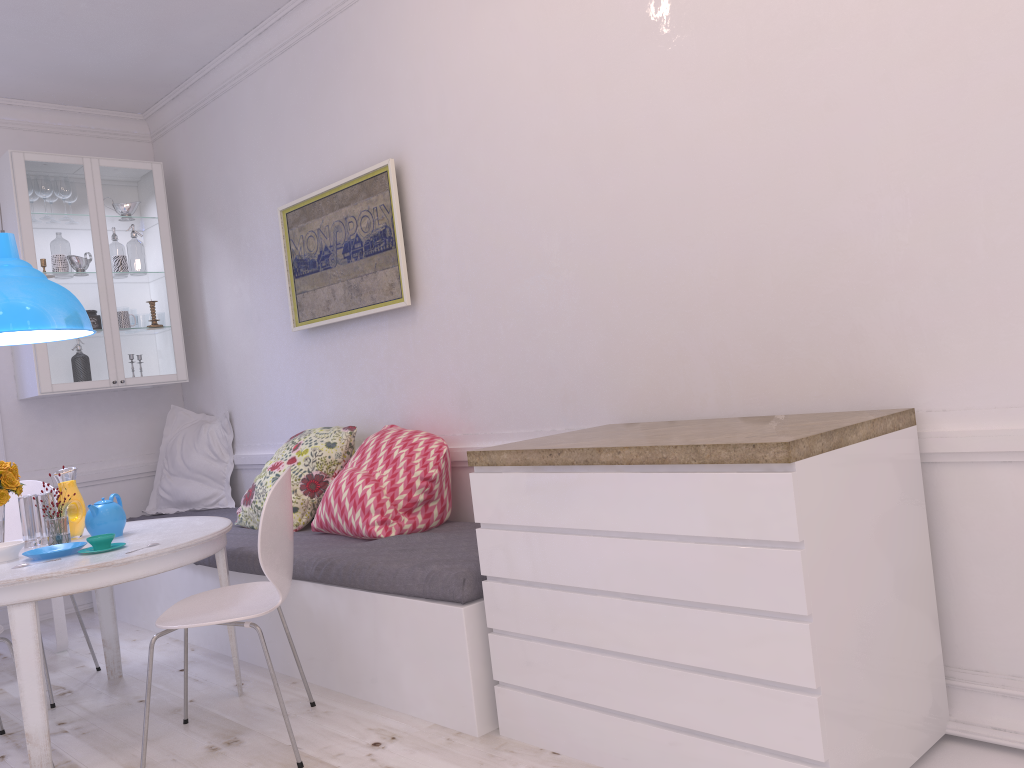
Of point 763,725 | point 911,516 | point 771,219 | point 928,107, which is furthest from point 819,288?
point 763,725

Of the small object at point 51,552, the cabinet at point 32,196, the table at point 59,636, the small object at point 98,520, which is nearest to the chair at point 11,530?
the table at point 59,636

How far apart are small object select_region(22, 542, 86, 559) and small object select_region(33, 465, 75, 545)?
0.08m

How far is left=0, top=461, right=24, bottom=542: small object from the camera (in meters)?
3.14

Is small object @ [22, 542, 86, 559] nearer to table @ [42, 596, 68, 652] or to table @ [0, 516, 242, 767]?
table @ [0, 516, 242, 767]

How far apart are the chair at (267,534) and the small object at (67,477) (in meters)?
0.41

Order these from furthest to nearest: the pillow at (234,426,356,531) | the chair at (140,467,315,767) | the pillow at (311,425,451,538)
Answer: the pillow at (234,426,356,531) → the pillow at (311,425,451,538) → the chair at (140,467,315,767)

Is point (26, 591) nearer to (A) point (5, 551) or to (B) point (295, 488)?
(A) point (5, 551)

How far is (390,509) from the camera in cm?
338

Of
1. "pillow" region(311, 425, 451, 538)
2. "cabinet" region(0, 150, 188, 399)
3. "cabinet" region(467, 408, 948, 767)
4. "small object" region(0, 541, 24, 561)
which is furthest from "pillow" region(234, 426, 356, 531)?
"cabinet" region(467, 408, 948, 767)
